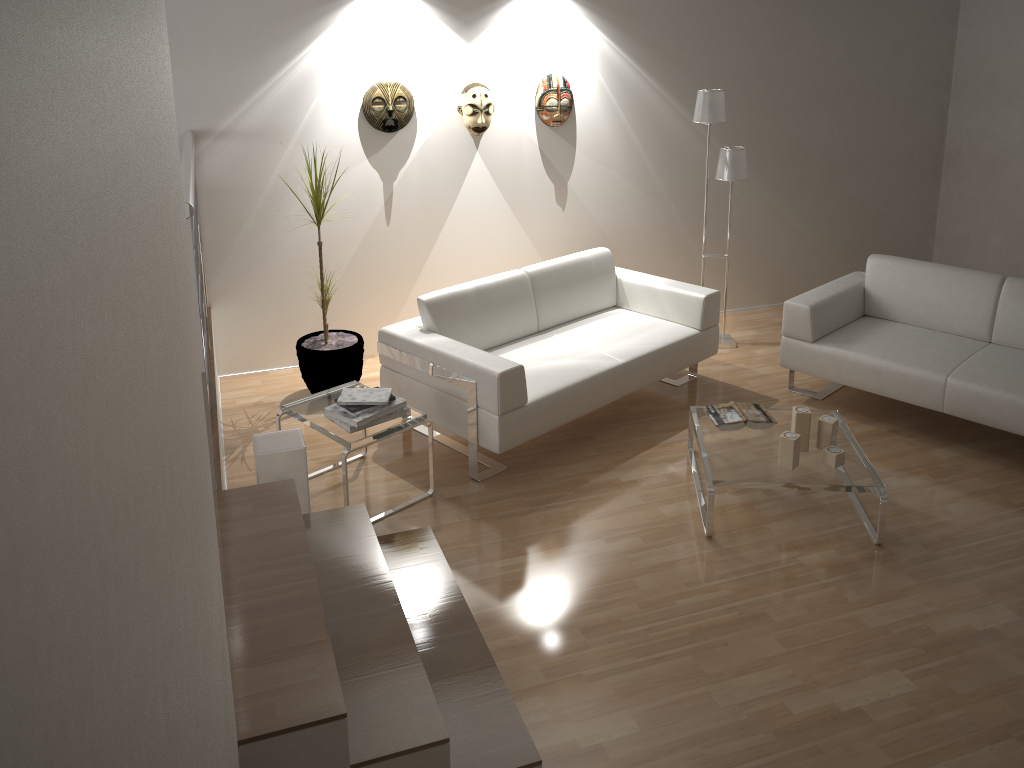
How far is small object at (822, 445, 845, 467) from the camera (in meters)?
3.72

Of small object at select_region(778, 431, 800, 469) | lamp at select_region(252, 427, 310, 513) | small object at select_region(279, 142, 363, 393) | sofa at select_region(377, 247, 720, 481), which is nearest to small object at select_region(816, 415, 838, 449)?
small object at select_region(778, 431, 800, 469)

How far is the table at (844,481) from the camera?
3.6 meters

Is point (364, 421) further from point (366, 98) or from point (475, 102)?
point (475, 102)

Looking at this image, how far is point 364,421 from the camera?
3.8m

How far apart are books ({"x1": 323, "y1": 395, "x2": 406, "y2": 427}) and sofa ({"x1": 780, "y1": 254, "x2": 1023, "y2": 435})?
2.2m

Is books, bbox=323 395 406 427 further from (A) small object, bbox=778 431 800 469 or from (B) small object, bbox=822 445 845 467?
(B) small object, bbox=822 445 845 467

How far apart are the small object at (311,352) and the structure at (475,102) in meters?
1.1 m

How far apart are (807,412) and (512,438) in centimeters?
131cm

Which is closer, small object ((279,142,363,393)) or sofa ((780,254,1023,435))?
sofa ((780,254,1023,435))
